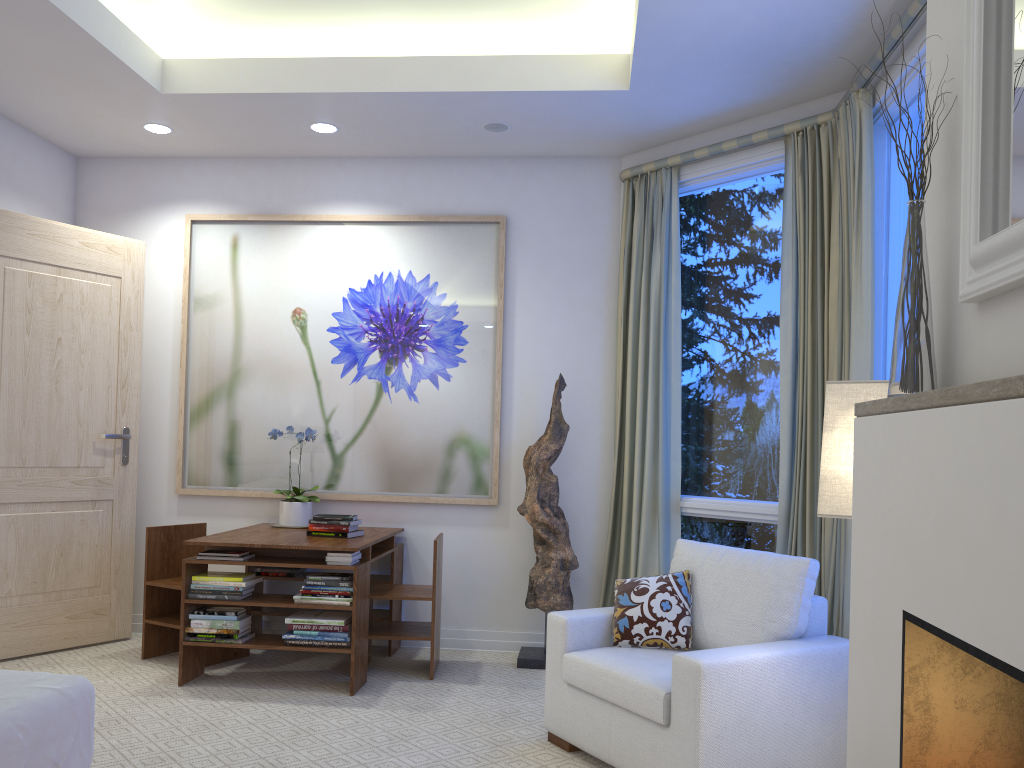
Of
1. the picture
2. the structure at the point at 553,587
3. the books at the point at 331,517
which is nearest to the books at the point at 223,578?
the books at the point at 331,517

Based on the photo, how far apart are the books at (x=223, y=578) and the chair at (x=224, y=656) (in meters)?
0.33

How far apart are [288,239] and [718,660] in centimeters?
318cm

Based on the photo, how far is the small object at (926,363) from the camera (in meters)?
1.52

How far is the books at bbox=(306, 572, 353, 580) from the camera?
3.6m

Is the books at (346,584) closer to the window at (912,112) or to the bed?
the bed

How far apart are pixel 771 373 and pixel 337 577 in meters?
2.0 m

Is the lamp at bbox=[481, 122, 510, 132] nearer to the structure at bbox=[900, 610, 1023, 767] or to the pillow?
the pillow

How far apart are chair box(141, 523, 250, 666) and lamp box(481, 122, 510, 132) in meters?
2.4

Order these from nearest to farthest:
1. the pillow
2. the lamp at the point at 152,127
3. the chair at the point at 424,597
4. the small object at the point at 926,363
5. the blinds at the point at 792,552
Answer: the small object at the point at 926,363, the pillow, the blinds at the point at 792,552, the chair at the point at 424,597, the lamp at the point at 152,127
